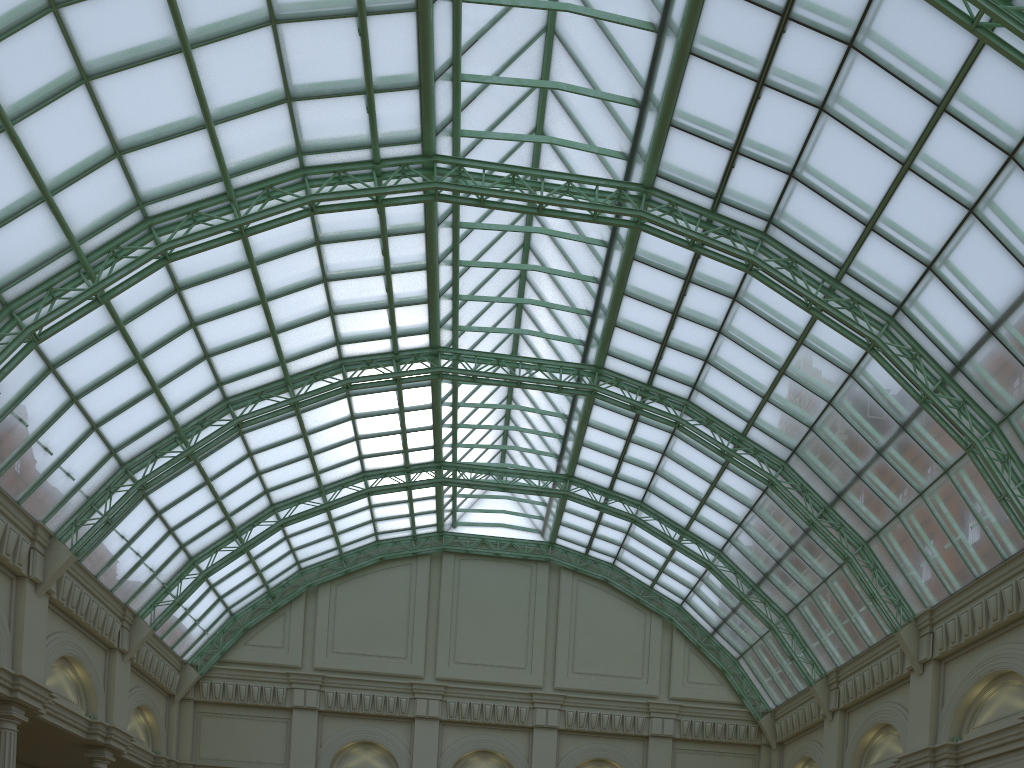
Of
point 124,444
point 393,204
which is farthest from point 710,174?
point 124,444

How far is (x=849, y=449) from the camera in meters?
34.8 m
